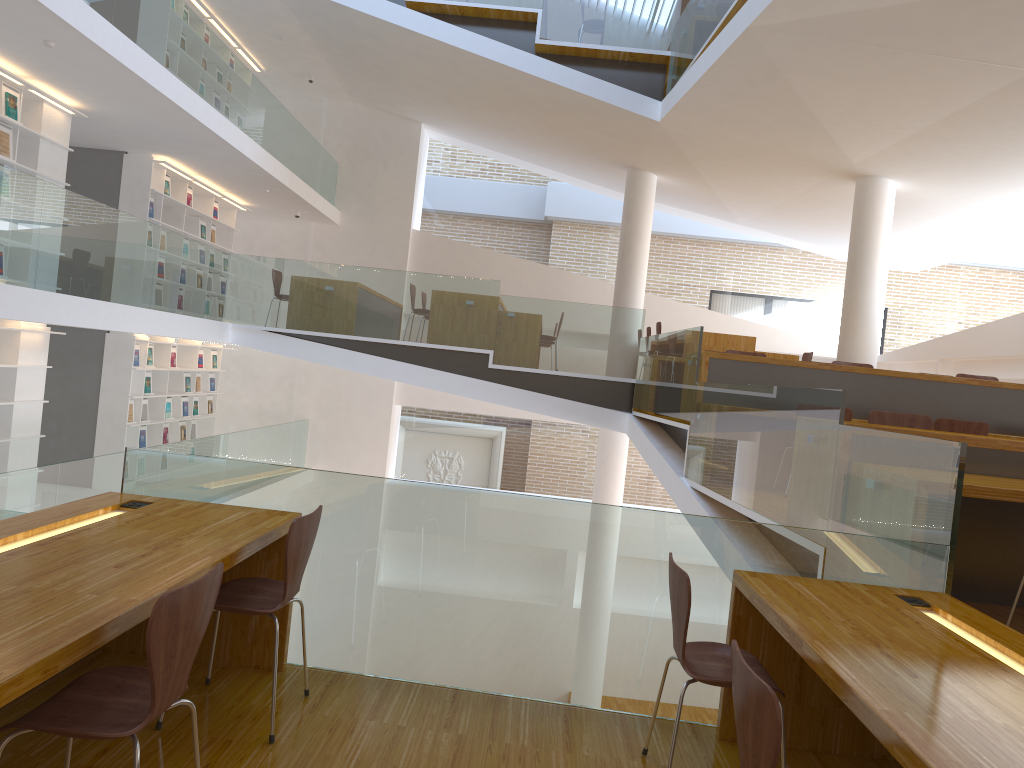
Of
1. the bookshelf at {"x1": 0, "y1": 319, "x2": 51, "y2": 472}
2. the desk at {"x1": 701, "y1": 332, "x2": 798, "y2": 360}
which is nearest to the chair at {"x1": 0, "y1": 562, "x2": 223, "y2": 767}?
the bookshelf at {"x1": 0, "y1": 319, "x2": 51, "y2": 472}

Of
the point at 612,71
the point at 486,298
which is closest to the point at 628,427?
the point at 486,298

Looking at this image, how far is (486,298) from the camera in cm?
972

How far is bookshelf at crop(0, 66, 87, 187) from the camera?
7.8m

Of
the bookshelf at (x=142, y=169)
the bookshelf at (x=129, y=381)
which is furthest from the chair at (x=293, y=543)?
the bookshelf at (x=142, y=169)

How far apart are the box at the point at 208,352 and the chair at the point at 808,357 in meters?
8.1 m

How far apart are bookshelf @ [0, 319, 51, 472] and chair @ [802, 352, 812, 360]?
8.22m

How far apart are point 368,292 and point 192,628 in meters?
8.0 m

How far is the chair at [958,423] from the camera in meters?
6.3 m

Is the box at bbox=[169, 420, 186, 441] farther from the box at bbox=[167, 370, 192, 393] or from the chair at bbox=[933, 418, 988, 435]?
the chair at bbox=[933, 418, 988, 435]
